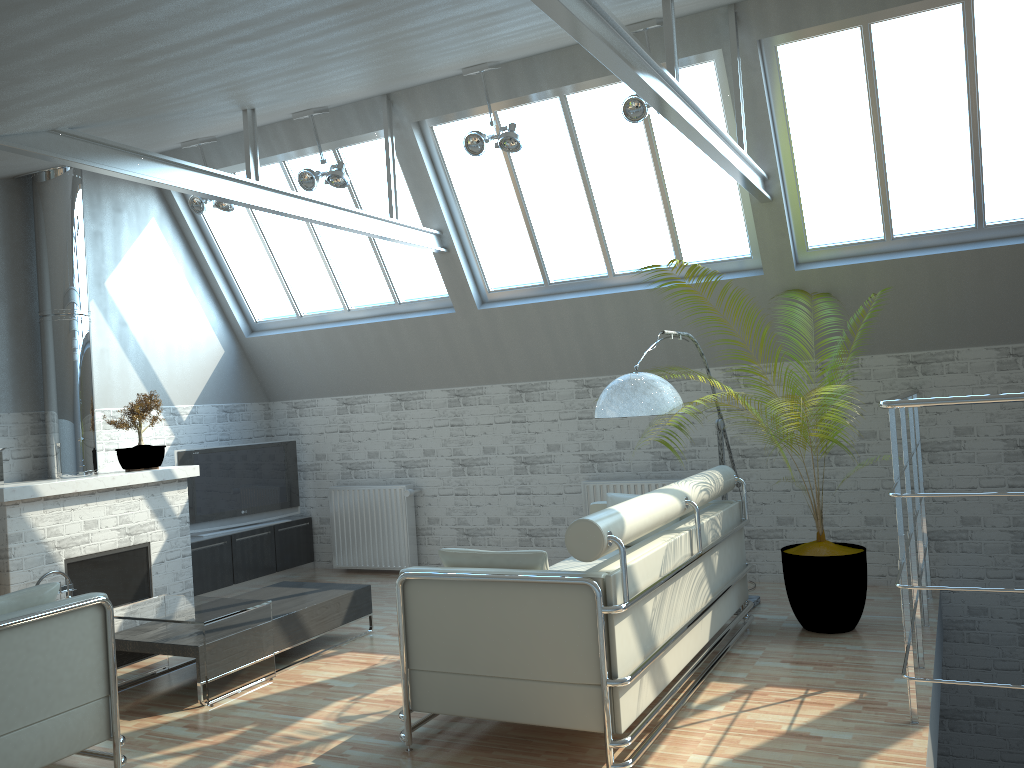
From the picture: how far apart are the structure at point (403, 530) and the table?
5.6 meters

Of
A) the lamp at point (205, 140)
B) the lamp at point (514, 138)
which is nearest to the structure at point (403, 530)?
the lamp at point (205, 140)

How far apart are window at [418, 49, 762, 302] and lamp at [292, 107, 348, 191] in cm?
141

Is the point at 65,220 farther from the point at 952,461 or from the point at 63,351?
the point at 952,461

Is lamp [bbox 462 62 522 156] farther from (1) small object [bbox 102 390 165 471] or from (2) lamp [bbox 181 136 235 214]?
(1) small object [bbox 102 390 165 471]

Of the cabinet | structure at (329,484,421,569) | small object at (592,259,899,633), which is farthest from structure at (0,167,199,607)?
small object at (592,259,899,633)

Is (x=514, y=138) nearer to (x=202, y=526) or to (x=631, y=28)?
(x=631, y=28)

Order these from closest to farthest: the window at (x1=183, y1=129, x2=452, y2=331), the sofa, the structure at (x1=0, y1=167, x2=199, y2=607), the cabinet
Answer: the sofa, the structure at (x1=0, y1=167, x2=199, y2=607), the window at (x1=183, y1=129, x2=452, y2=331), the cabinet

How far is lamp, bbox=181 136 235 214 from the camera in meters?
13.7 m

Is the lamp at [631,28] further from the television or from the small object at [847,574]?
the television
